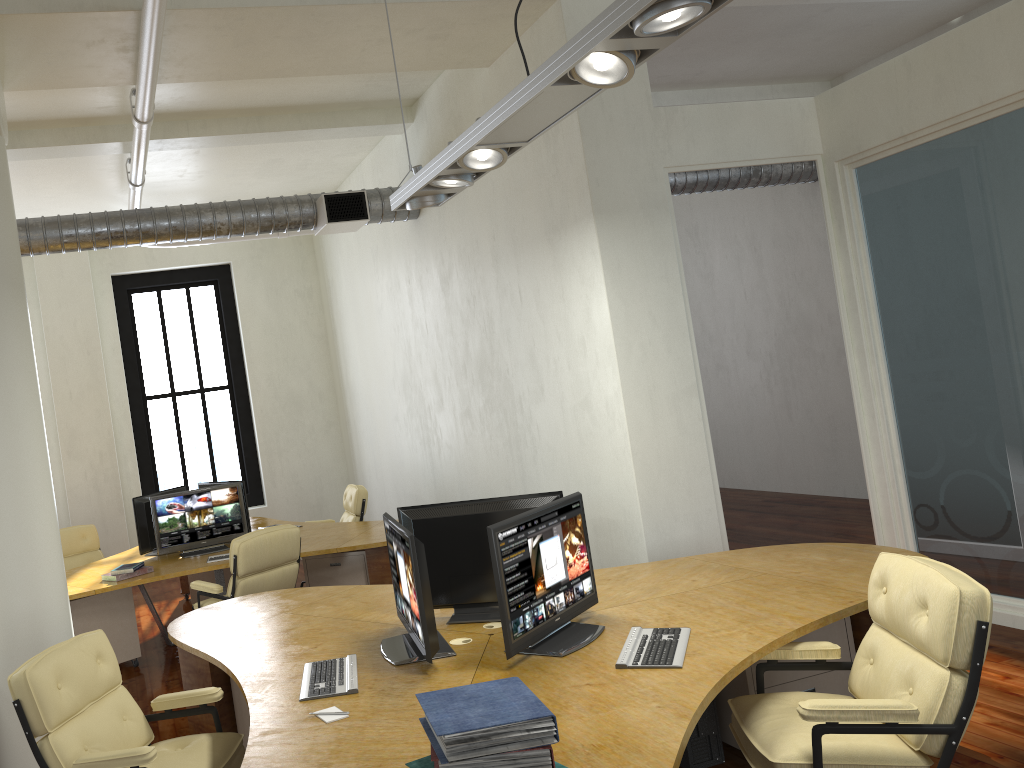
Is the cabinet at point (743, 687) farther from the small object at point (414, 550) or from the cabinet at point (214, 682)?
the cabinet at point (214, 682)

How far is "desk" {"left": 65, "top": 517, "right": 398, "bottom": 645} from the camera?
6.8m

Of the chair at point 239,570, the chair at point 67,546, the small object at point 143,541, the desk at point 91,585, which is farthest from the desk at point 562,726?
the chair at point 67,546

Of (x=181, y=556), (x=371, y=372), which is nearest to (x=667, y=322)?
(x=181, y=556)

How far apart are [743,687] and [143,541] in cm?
531

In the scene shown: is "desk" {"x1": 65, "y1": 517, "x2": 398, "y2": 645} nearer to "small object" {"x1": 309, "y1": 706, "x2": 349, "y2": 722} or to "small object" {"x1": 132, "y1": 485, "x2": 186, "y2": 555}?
"small object" {"x1": 132, "y1": 485, "x2": 186, "y2": 555}

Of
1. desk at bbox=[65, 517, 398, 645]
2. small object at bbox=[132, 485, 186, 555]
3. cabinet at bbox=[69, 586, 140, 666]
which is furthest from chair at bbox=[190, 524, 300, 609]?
small object at bbox=[132, 485, 186, 555]

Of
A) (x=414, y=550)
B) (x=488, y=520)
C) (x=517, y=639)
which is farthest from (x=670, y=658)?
(x=488, y=520)

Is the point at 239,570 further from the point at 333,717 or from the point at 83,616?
the point at 333,717

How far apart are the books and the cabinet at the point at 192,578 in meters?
6.6 m
